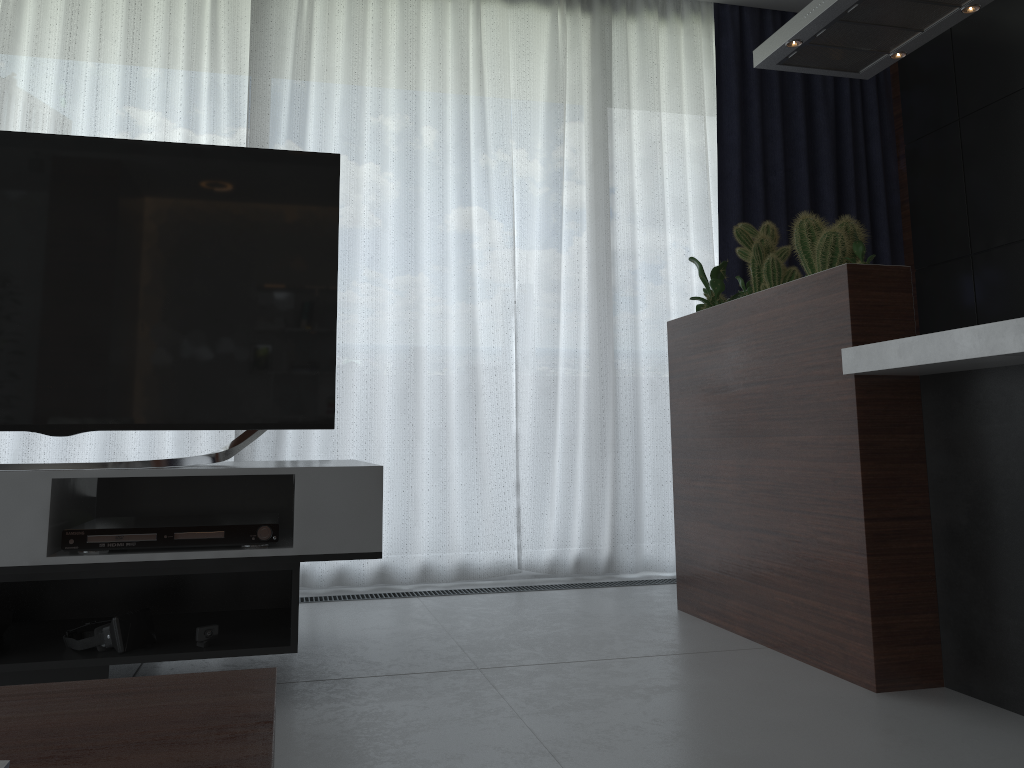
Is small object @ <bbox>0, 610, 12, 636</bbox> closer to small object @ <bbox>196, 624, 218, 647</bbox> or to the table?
small object @ <bbox>196, 624, 218, 647</bbox>

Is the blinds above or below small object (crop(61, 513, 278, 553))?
above

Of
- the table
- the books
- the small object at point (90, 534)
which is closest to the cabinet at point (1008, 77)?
the small object at point (90, 534)

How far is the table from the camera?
0.6m

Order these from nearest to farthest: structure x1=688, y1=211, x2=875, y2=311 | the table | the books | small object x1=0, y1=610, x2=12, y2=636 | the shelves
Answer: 1. the books
2. the table
3. the shelves
4. small object x1=0, y1=610, x2=12, y2=636
5. structure x1=688, y1=211, x2=875, y2=311

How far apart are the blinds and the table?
2.62m

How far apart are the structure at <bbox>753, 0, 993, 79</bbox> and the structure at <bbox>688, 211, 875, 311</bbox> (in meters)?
0.58

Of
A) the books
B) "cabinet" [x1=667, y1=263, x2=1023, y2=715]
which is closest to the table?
the books

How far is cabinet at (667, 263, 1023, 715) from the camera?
1.9m

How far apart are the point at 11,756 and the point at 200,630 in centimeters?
134cm
